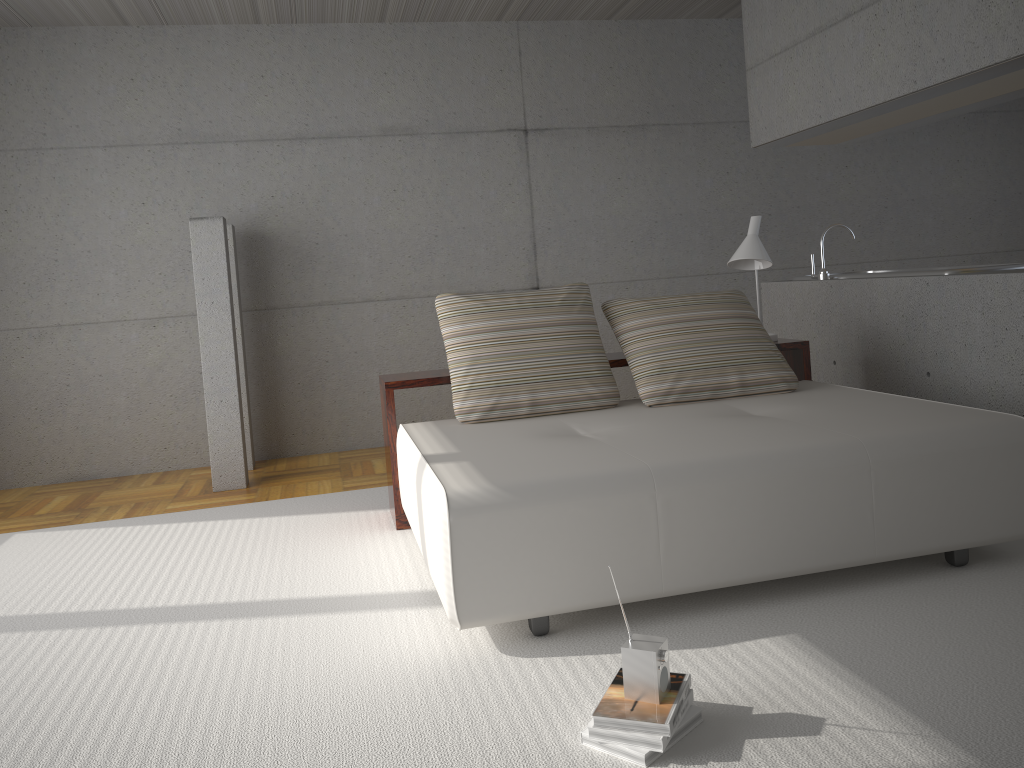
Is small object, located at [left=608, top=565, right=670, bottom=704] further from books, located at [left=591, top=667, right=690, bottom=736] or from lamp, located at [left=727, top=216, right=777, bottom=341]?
lamp, located at [left=727, top=216, right=777, bottom=341]

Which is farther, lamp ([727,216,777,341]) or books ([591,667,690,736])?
lamp ([727,216,777,341])

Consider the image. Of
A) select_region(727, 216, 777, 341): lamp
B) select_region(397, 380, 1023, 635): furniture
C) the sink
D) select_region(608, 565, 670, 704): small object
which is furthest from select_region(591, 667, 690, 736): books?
the sink

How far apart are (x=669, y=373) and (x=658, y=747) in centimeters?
224cm

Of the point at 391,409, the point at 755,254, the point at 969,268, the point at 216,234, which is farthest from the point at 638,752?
the point at 216,234

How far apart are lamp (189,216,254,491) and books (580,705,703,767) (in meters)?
3.81

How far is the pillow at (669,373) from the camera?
4.1m

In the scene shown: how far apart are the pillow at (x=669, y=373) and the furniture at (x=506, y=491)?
0.0 meters

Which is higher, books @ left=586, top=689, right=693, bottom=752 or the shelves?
the shelves

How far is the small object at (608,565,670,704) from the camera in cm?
219
